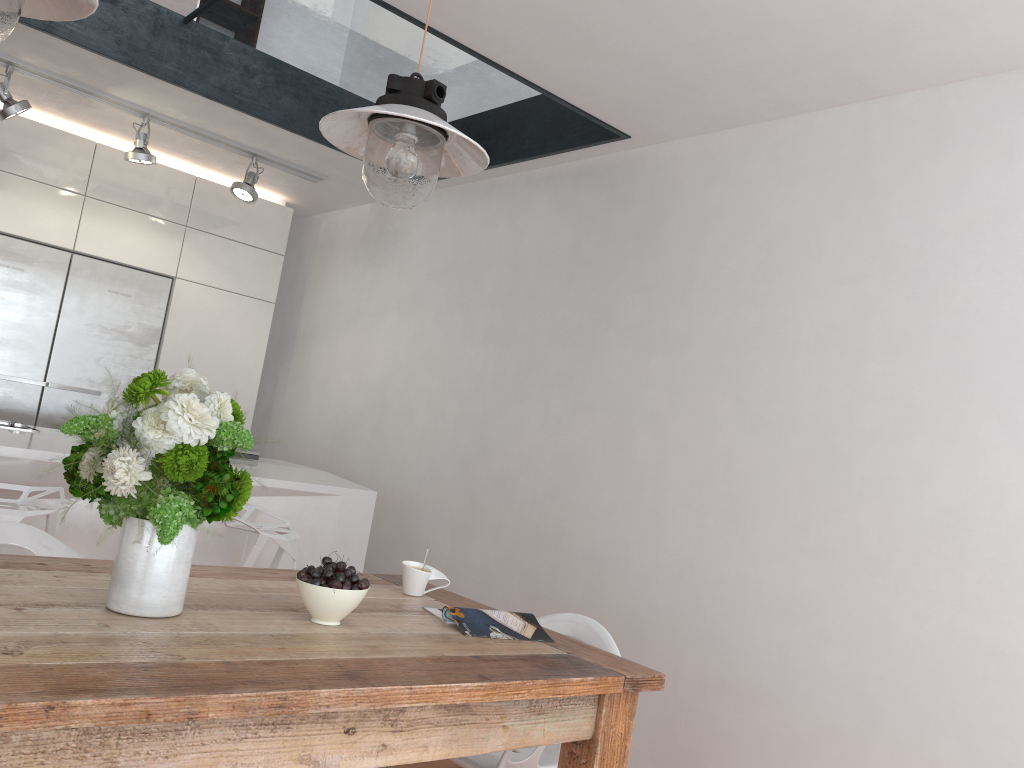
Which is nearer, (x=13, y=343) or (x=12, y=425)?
(x=12, y=425)

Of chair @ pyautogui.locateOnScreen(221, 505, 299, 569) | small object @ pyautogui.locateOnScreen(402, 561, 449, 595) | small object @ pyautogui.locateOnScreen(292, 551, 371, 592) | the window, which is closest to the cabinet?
the window

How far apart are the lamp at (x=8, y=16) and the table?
0.9m

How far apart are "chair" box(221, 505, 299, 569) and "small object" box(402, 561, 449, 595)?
1.0 meters

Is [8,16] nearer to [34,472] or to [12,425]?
[34,472]

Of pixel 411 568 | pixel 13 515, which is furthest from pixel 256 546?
pixel 411 568

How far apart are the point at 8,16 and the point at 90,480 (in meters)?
0.75

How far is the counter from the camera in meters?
3.0 m

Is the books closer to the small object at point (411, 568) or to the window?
the small object at point (411, 568)

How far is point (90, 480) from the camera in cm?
149
